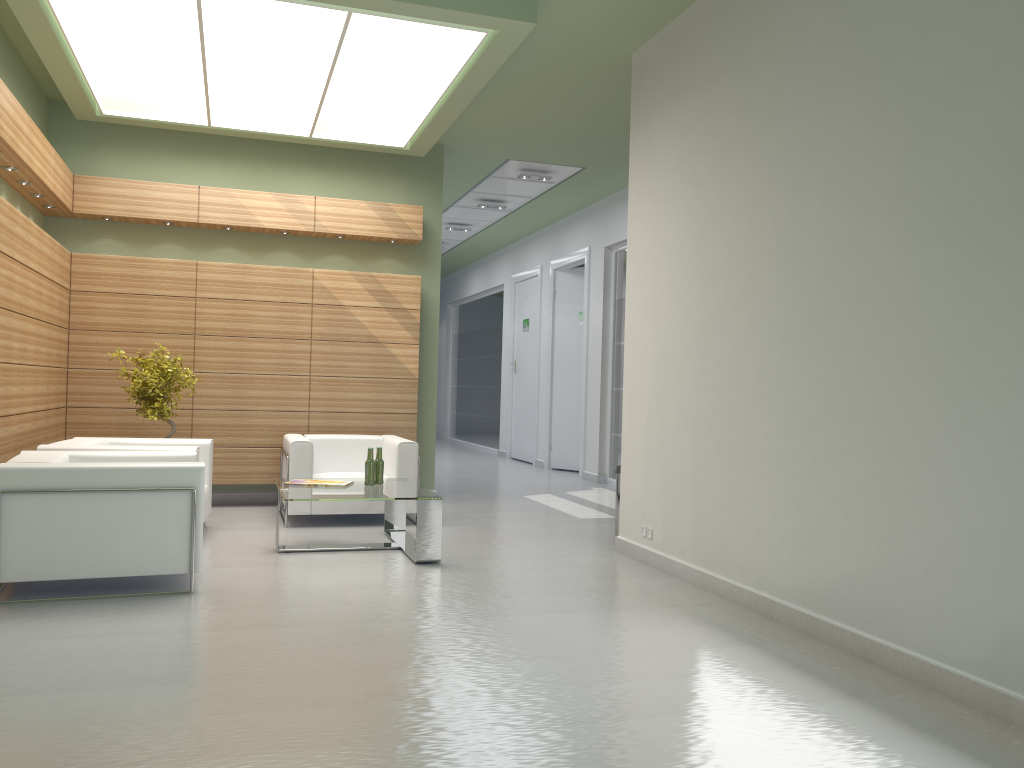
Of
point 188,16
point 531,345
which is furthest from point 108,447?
point 531,345

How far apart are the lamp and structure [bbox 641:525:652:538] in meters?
6.0

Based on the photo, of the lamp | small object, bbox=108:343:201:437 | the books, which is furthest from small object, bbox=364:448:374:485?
the lamp

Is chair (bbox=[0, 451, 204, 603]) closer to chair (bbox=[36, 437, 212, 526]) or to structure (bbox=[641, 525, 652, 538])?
chair (bbox=[36, 437, 212, 526])

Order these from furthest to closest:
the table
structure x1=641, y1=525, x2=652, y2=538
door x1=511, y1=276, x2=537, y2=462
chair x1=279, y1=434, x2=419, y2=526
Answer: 1. door x1=511, y1=276, x2=537, y2=462
2. chair x1=279, y1=434, x2=419, y2=526
3. structure x1=641, y1=525, x2=652, y2=538
4. the table

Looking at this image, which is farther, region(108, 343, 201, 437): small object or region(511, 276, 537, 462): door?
region(511, 276, 537, 462): door

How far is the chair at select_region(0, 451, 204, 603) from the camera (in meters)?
7.88

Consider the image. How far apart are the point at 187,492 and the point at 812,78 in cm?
683

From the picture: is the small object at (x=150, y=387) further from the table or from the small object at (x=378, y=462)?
the small object at (x=378, y=462)

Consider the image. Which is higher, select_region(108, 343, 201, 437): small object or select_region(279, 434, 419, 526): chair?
select_region(108, 343, 201, 437): small object
